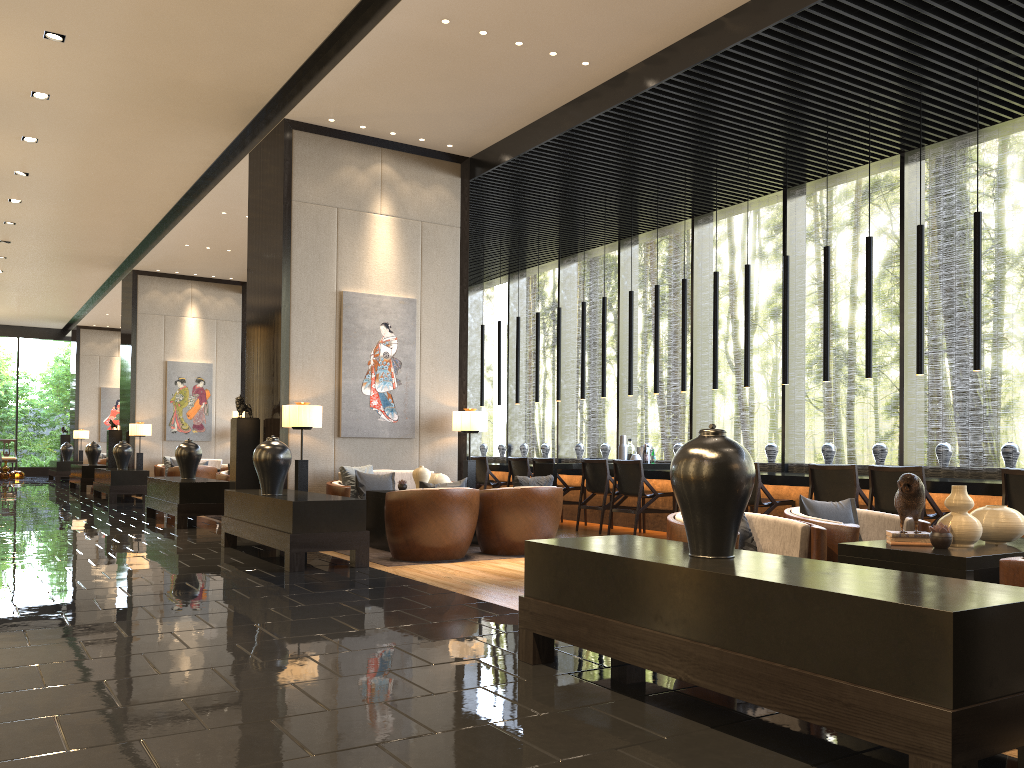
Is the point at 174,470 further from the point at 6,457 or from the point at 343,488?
the point at 6,457

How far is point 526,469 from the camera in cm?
1107

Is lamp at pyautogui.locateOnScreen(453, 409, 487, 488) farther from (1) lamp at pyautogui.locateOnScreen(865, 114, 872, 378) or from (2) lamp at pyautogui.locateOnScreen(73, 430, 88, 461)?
(2) lamp at pyautogui.locateOnScreen(73, 430, 88, 461)

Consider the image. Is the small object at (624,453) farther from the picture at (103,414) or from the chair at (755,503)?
the picture at (103,414)

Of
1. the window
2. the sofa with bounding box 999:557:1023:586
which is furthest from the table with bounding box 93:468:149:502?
A: the sofa with bounding box 999:557:1023:586

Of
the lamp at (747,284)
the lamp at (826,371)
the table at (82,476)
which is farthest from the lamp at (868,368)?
the table at (82,476)

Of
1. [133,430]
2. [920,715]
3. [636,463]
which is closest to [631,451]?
[636,463]

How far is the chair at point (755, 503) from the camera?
7.8m

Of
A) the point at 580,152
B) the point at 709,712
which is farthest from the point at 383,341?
the point at 709,712

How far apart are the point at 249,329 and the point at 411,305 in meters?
1.8
